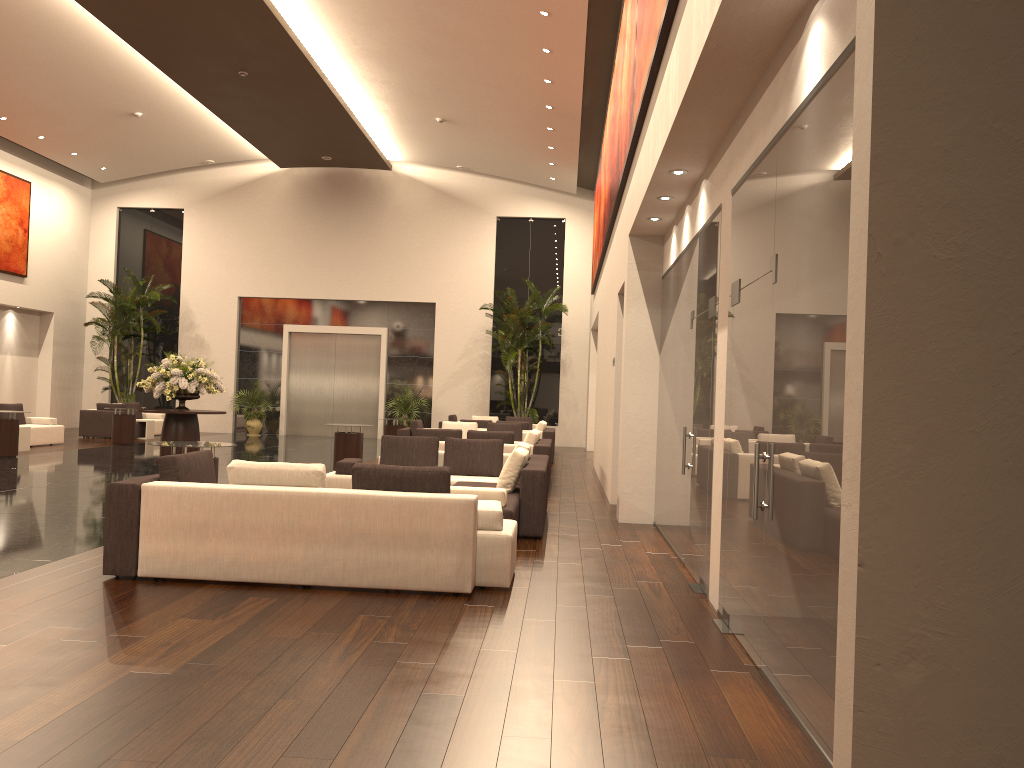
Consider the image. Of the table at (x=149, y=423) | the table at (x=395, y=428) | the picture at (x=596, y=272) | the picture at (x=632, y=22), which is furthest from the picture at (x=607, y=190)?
the table at (x=149, y=423)

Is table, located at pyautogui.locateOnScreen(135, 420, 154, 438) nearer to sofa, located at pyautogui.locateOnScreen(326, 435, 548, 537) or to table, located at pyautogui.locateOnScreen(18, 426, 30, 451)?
table, located at pyautogui.locateOnScreen(18, 426, 30, 451)

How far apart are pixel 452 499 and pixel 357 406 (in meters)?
20.43

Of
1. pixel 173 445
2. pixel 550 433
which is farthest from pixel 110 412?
pixel 173 445

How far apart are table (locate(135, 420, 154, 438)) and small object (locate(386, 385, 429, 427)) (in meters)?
6.48

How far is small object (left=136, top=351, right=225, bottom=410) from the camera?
15.2m

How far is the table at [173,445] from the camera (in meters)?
8.41

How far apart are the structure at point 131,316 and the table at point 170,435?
10.0 meters

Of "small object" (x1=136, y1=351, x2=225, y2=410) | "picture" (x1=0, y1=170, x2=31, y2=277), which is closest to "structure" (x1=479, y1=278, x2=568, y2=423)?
"small object" (x1=136, y1=351, x2=225, y2=410)

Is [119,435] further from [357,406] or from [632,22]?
[632,22]
